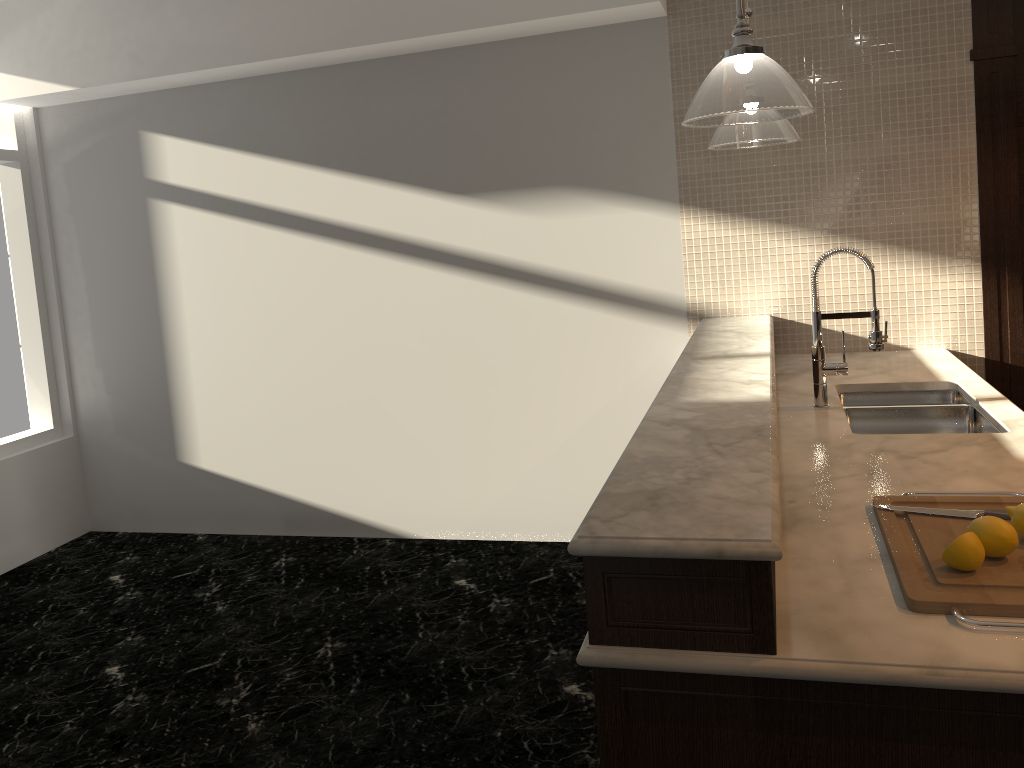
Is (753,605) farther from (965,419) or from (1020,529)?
(965,419)

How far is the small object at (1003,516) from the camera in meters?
1.8

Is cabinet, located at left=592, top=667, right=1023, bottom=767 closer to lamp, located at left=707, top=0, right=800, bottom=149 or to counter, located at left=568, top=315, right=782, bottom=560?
counter, located at left=568, top=315, right=782, bottom=560

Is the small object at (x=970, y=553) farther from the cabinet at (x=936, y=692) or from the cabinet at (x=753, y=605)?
the cabinet at (x=753, y=605)

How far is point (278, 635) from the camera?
3.7 meters

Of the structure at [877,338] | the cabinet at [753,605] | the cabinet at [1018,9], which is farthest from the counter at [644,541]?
the cabinet at [1018,9]

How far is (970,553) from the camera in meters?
1.5

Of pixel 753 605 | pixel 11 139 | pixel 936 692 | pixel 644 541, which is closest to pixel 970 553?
pixel 936 692

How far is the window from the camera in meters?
4.9 m

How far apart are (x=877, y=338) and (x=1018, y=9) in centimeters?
174cm
